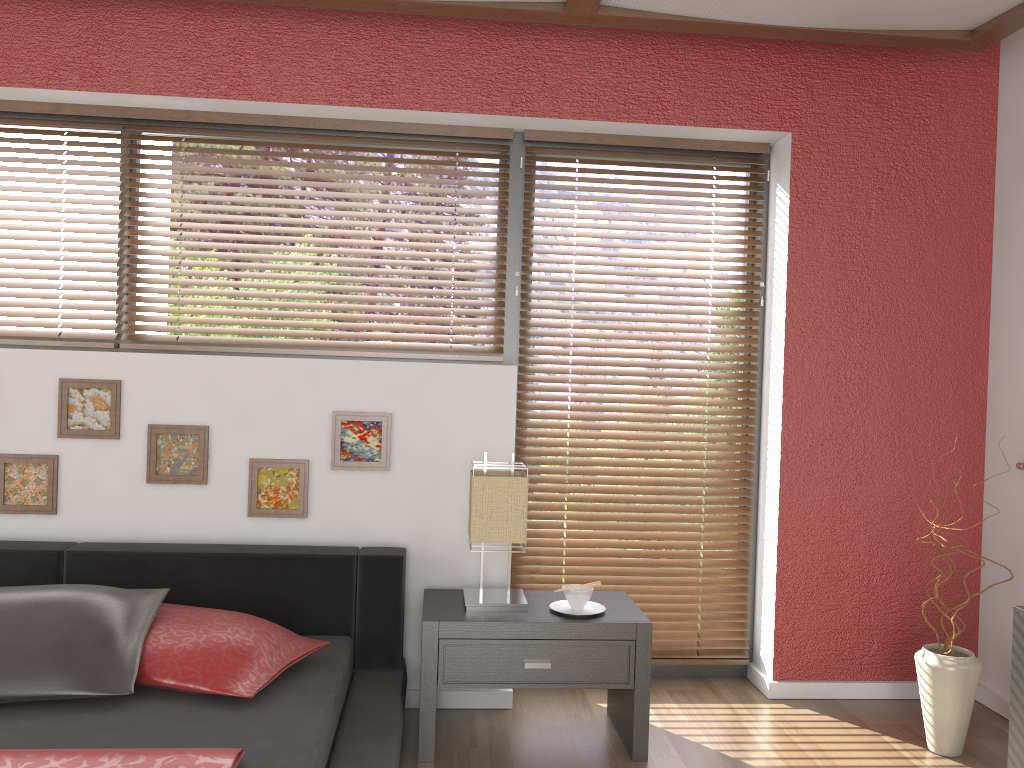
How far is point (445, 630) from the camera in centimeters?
265cm

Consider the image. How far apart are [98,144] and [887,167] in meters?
2.9

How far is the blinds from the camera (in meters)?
3.32

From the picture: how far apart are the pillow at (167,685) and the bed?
0.0 meters

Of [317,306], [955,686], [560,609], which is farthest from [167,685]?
[955,686]

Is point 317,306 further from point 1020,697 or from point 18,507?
point 1020,697

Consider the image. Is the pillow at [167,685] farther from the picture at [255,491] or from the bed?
the picture at [255,491]

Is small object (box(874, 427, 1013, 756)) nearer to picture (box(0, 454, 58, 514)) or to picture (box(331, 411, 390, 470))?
picture (box(331, 411, 390, 470))

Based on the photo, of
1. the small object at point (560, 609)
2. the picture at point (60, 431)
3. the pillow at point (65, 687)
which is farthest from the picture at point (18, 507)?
the small object at point (560, 609)

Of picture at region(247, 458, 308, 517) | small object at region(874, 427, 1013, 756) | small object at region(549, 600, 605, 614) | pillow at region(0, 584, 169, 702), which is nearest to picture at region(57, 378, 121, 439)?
picture at region(247, 458, 308, 517)
